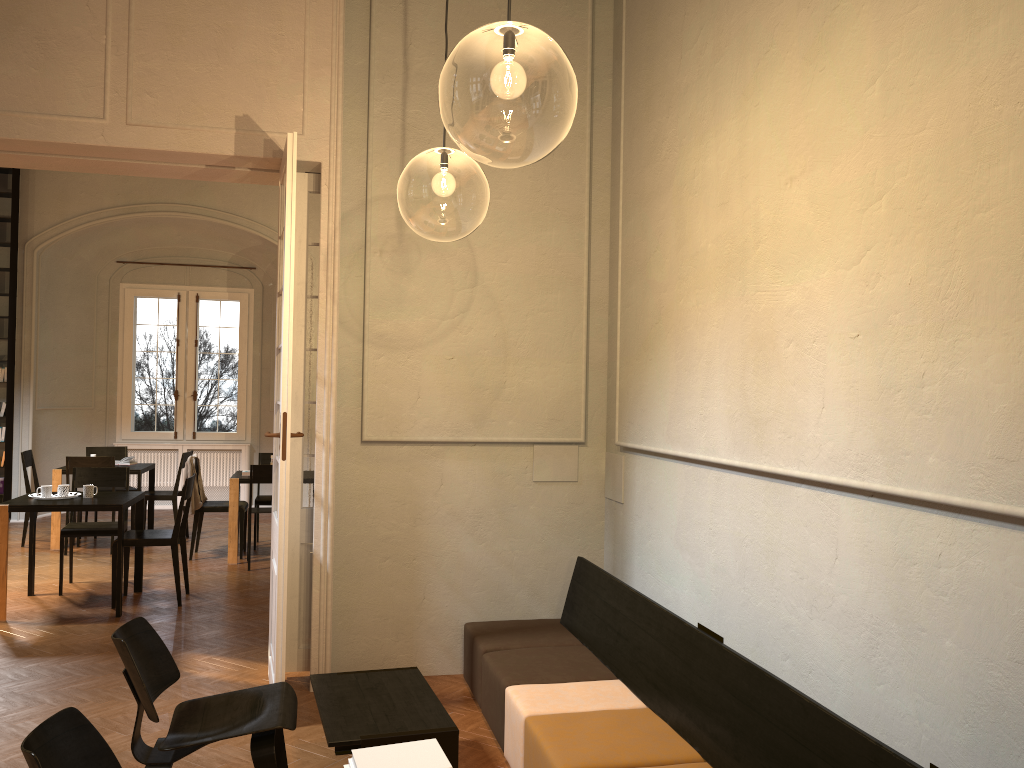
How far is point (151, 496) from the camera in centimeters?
1037cm

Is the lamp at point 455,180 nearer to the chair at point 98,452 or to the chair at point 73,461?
the chair at point 73,461

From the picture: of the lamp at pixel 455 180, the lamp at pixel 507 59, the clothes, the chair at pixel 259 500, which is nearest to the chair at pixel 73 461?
the clothes

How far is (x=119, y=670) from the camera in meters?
5.7

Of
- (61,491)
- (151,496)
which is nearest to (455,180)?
(61,491)

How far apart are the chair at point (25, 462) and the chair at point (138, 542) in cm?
333

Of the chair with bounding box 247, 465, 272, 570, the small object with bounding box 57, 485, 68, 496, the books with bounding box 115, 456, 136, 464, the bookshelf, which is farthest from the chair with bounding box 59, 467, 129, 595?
the bookshelf

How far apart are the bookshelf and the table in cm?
909

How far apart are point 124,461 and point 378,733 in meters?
8.1 m

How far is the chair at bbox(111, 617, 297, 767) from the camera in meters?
3.6
